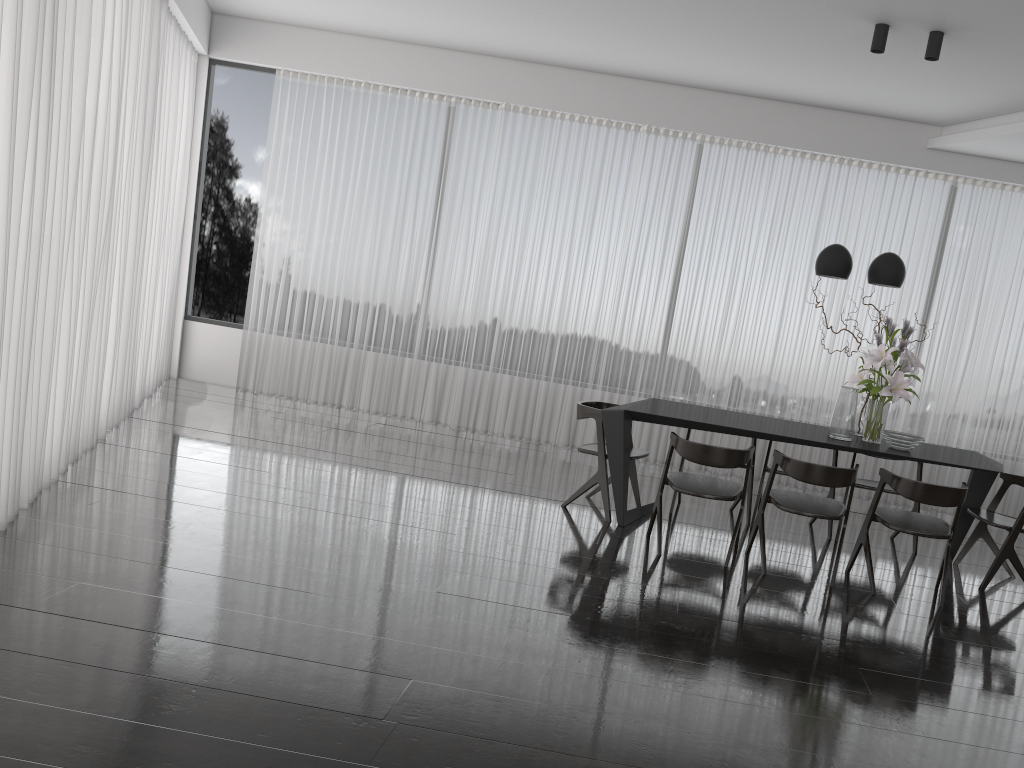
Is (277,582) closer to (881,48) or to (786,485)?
(881,48)

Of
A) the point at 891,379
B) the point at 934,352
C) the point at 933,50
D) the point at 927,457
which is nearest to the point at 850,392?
the point at 891,379

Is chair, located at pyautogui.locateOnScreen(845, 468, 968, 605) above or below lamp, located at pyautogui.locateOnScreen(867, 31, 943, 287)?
below

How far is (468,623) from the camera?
3.5m

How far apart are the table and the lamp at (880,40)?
0.9 meters

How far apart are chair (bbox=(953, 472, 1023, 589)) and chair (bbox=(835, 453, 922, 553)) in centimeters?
36cm

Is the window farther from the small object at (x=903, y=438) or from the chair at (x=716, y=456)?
the small object at (x=903, y=438)

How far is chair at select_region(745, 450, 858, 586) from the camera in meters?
4.5

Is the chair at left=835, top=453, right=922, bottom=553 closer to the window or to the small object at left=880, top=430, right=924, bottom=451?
the small object at left=880, top=430, right=924, bottom=451

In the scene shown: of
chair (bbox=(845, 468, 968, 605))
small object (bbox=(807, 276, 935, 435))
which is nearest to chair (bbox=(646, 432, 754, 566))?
chair (bbox=(845, 468, 968, 605))
